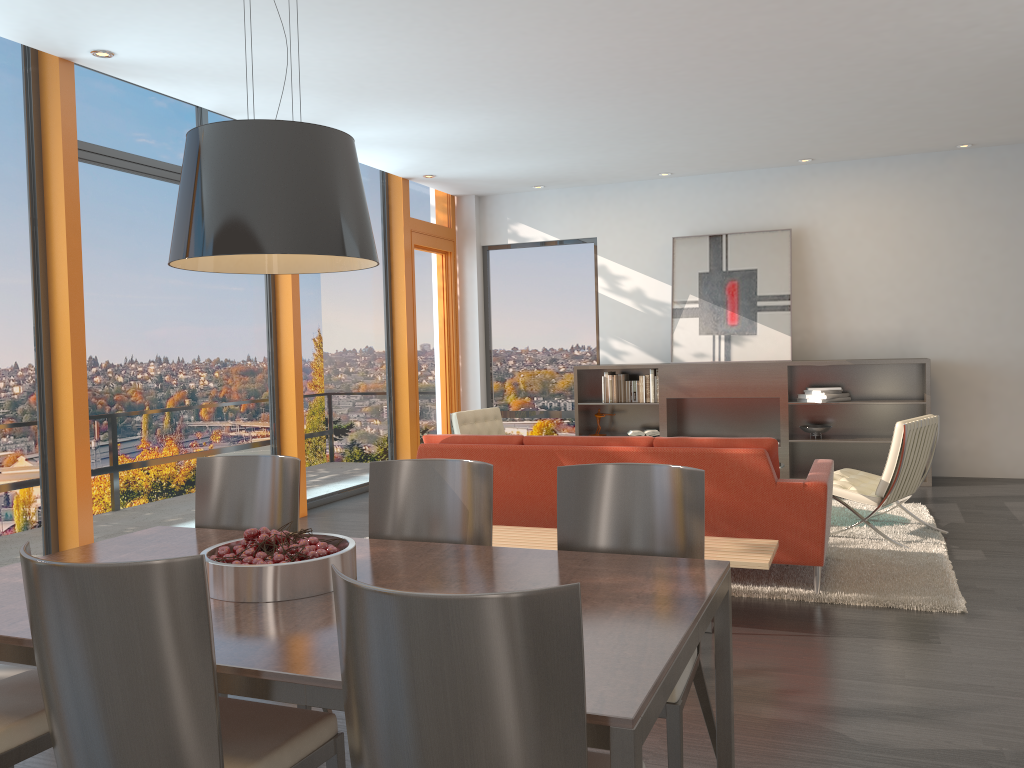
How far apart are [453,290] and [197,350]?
4.1 meters

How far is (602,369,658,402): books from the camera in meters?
9.0

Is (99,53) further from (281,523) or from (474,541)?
(474,541)

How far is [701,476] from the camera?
2.7 meters

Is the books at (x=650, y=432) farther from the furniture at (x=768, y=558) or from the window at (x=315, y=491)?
the furniture at (x=768, y=558)

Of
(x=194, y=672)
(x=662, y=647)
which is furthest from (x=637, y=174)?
(x=194, y=672)

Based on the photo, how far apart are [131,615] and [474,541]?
1.48m

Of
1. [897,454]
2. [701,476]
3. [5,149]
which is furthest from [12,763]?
[897,454]

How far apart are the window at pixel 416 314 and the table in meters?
6.0 m

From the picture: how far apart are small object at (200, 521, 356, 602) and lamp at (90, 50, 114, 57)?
3.80m
